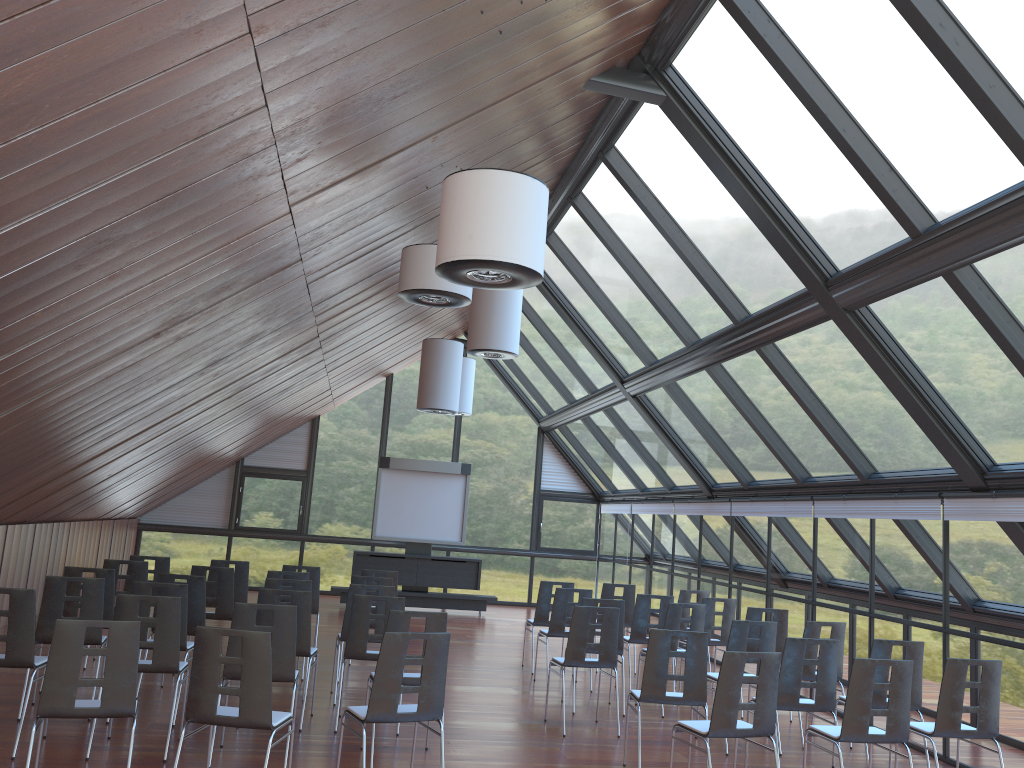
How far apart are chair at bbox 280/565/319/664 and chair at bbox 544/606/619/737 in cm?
379

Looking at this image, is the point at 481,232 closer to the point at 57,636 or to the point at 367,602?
the point at 57,636

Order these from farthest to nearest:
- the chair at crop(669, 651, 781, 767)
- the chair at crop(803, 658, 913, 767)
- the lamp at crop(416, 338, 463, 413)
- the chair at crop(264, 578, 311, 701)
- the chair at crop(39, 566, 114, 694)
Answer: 1. the lamp at crop(416, 338, 463, 413)
2. the chair at crop(264, 578, 311, 701)
3. the chair at crop(39, 566, 114, 694)
4. the chair at crop(803, 658, 913, 767)
5. the chair at crop(669, 651, 781, 767)

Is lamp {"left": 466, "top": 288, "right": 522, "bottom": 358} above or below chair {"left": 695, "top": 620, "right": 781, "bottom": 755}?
above

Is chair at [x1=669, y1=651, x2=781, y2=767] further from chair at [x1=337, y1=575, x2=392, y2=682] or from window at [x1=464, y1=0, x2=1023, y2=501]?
chair at [x1=337, y1=575, x2=392, y2=682]

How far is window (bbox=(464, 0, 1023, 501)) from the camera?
6.0m

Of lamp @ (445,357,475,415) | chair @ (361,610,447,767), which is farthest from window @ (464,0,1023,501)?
chair @ (361,610,447,767)

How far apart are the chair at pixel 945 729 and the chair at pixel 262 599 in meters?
5.0

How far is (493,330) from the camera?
11.1 meters

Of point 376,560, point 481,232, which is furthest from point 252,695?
point 376,560
